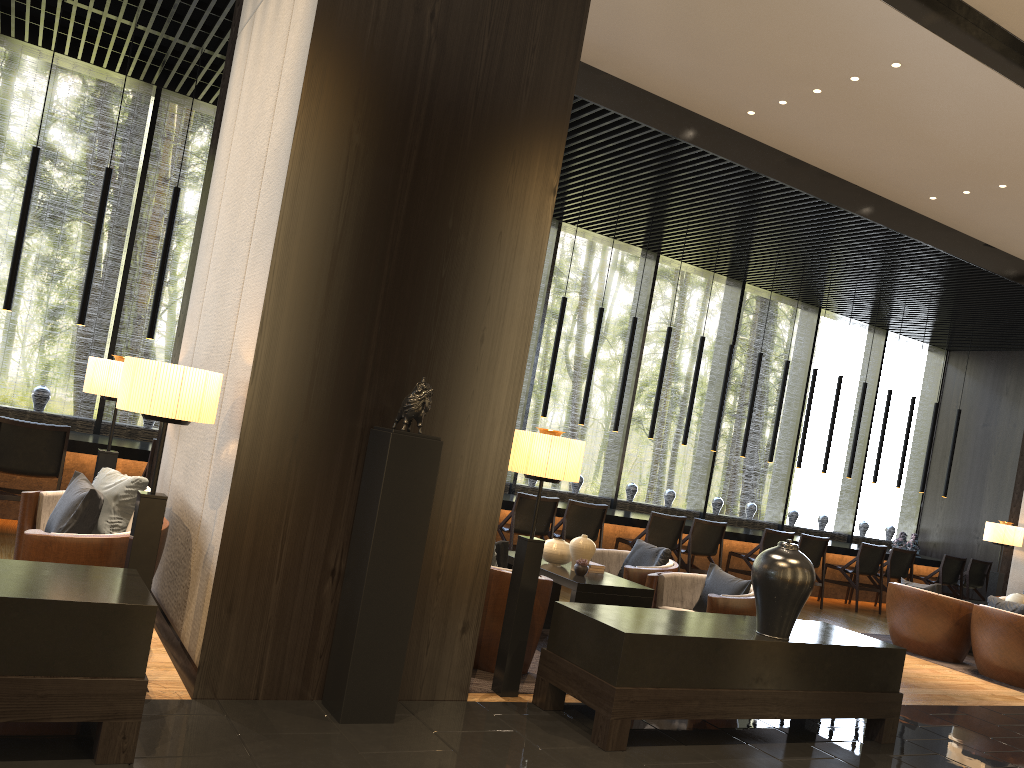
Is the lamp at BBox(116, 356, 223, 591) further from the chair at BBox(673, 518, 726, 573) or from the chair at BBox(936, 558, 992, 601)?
the chair at BBox(936, 558, 992, 601)

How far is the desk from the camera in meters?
6.8

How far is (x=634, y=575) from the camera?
6.1m

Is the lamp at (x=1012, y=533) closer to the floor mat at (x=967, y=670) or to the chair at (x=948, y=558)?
the floor mat at (x=967, y=670)

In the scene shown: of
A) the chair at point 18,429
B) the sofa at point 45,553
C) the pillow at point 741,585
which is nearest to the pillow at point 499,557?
the pillow at point 741,585

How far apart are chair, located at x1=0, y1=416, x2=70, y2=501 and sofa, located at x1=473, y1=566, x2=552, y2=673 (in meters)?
3.46

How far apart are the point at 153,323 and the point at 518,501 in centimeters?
350cm

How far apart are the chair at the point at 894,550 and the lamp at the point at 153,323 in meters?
8.7

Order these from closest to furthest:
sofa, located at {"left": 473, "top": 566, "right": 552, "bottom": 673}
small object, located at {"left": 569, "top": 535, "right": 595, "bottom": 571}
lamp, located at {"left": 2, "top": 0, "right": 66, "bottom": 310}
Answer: sofa, located at {"left": 473, "top": 566, "right": 552, "bottom": 673} → small object, located at {"left": 569, "top": 535, "right": 595, "bottom": 571} → lamp, located at {"left": 2, "top": 0, "right": 66, "bottom": 310}

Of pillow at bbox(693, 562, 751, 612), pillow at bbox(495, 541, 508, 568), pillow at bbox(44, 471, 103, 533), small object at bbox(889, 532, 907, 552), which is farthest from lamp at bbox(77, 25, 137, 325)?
small object at bbox(889, 532, 907, 552)
